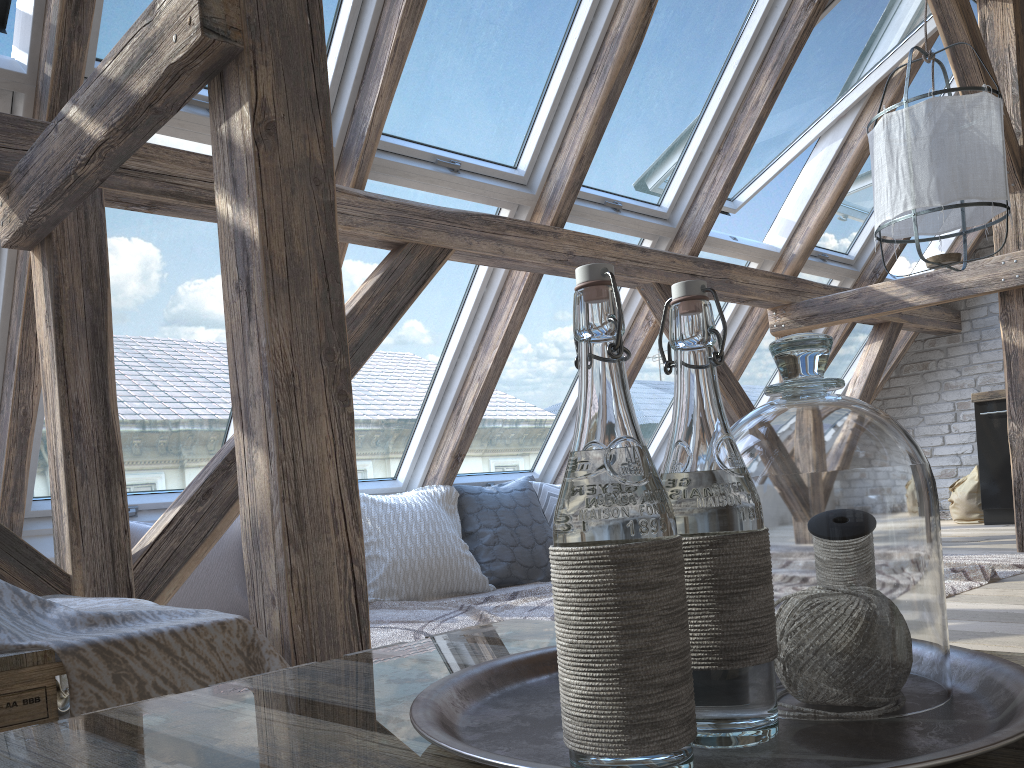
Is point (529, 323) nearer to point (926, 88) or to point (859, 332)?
point (926, 88)

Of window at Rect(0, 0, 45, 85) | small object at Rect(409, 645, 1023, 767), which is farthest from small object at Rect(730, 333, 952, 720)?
window at Rect(0, 0, 45, 85)

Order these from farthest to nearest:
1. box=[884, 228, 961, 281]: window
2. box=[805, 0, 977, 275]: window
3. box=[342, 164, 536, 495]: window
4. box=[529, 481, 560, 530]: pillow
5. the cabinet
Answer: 1. box=[884, 228, 961, 281]: window
2. the cabinet
3. box=[805, 0, 977, 275]: window
4. box=[529, 481, 560, 530]: pillow
5. box=[342, 164, 536, 495]: window

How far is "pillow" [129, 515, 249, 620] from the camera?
3.1m

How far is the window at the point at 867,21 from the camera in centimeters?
411cm

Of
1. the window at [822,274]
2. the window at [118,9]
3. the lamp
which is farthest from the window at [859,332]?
the window at [118,9]

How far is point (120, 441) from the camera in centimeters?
232cm

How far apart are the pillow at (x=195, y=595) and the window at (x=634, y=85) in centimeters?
192cm

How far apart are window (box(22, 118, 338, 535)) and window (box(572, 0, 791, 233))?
1.5 meters

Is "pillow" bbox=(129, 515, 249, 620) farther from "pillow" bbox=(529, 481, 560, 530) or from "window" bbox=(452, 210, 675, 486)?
"pillow" bbox=(529, 481, 560, 530)
